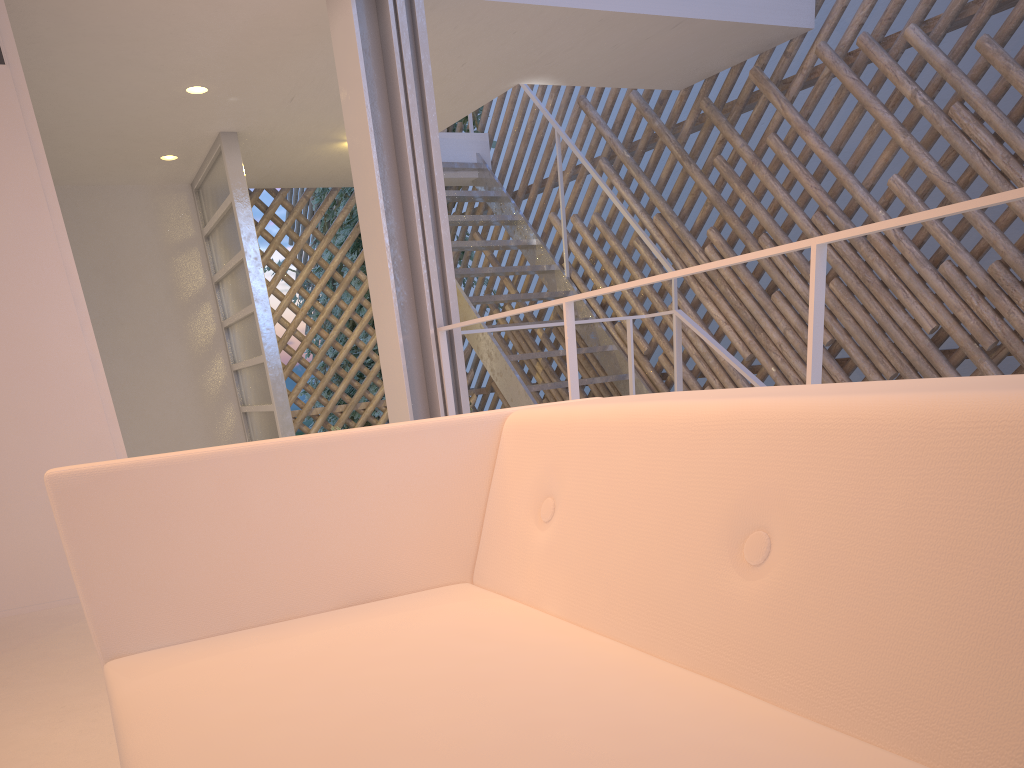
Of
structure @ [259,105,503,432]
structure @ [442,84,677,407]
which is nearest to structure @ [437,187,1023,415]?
structure @ [442,84,677,407]

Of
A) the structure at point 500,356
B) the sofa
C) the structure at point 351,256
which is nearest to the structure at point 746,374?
the structure at point 500,356

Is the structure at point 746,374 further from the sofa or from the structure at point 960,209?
the sofa

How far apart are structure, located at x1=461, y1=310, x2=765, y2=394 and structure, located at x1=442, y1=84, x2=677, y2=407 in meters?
0.7 m

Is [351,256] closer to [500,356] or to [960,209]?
[500,356]

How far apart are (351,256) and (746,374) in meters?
3.4 m

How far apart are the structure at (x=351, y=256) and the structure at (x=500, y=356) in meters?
0.3 m

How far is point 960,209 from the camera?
0.9m

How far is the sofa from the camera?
0.36m

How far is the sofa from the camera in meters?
0.4 m
